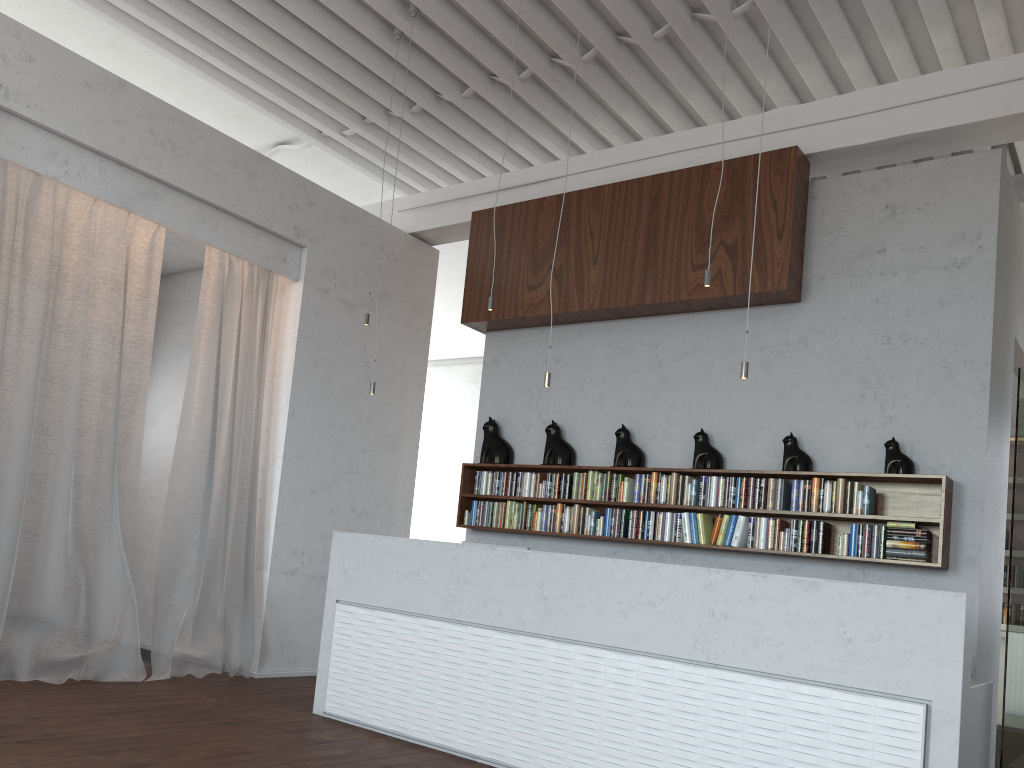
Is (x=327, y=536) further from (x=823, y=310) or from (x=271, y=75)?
(x=823, y=310)
